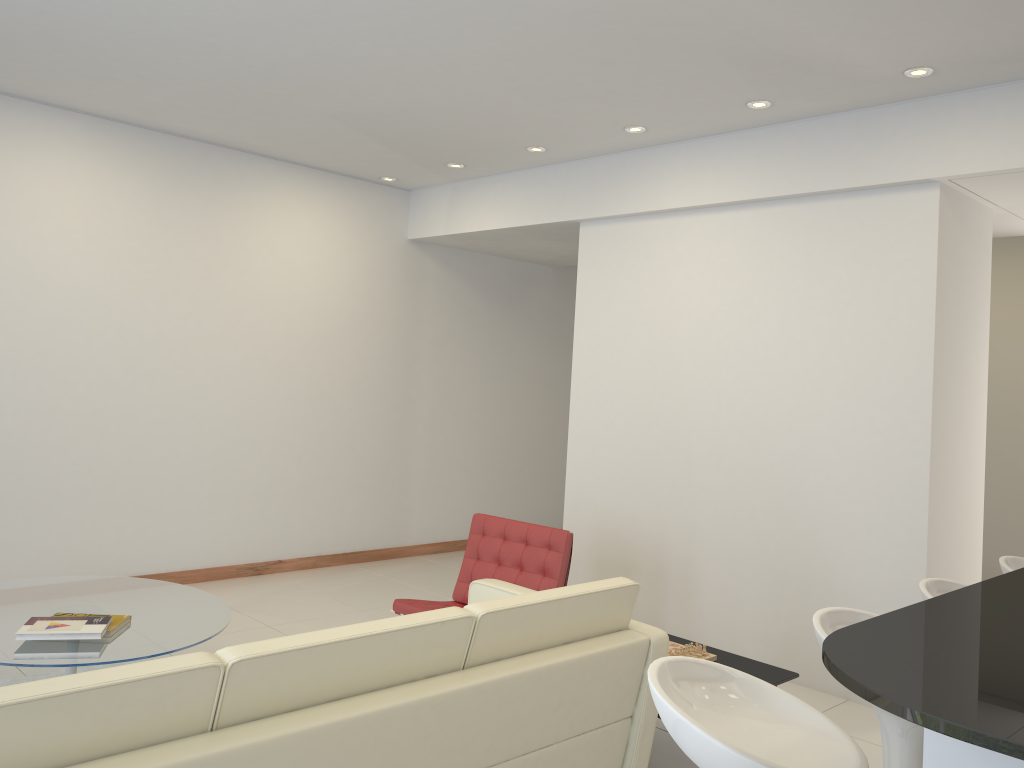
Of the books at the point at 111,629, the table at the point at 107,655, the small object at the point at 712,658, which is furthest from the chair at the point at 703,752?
the books at the point at 111,629

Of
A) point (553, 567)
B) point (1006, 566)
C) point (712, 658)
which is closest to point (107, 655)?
point (553, 567)

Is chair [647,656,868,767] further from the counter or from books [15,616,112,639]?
books [15,616,112,639]

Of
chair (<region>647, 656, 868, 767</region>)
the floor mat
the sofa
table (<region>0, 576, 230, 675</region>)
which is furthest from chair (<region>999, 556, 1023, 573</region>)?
the floor mat

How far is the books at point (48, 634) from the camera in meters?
3.7 m

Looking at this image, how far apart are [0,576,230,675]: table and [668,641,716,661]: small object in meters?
2.1 m

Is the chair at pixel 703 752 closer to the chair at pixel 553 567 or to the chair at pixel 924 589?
the chair at pixel 924 589

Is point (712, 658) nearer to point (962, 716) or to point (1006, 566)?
point (1006, 566)

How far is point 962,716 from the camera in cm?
115

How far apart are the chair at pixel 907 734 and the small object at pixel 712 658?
1.5m
